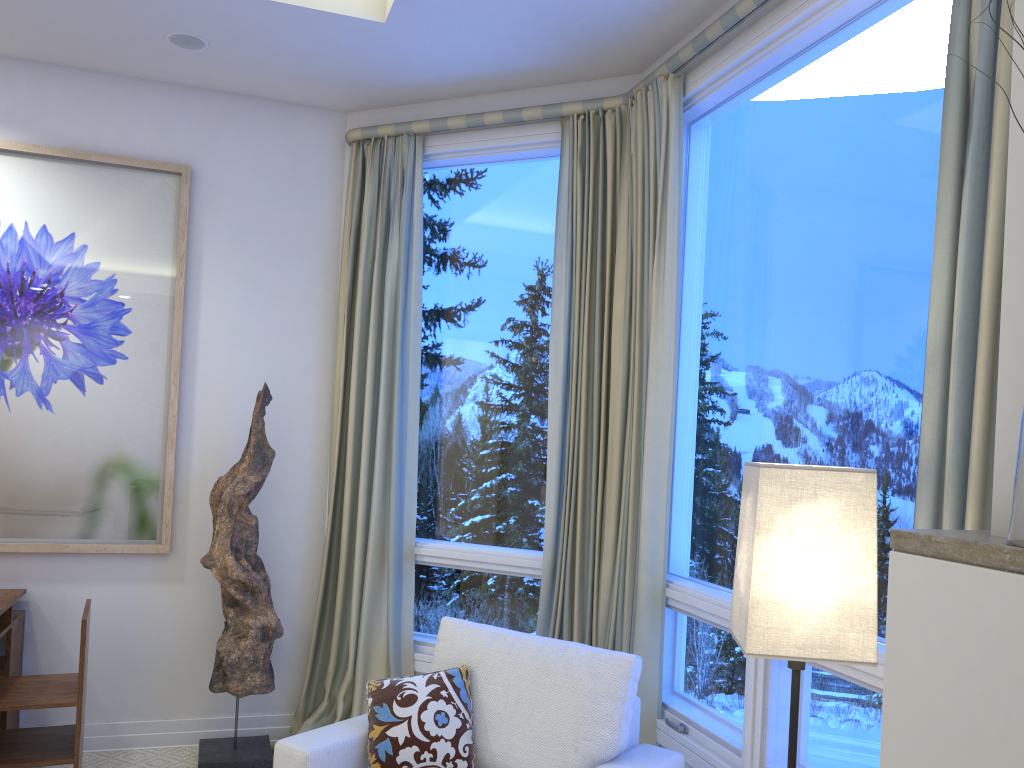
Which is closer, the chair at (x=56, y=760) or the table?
the chair at (x=56, y=760)

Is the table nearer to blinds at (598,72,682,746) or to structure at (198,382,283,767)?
structure at (198,382,283,767)

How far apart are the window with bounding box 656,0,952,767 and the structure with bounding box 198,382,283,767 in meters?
1.4

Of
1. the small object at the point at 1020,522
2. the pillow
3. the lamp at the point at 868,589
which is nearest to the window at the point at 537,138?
the pillow

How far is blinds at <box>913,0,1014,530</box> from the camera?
1.5 meters

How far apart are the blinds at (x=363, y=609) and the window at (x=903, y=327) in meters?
1.0 m

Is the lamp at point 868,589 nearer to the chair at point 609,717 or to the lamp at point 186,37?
the chair at point 609,717

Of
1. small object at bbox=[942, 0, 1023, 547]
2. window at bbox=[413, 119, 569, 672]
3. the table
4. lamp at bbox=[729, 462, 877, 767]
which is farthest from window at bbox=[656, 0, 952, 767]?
the table

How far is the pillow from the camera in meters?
2.2 m

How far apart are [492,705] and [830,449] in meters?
1.1
